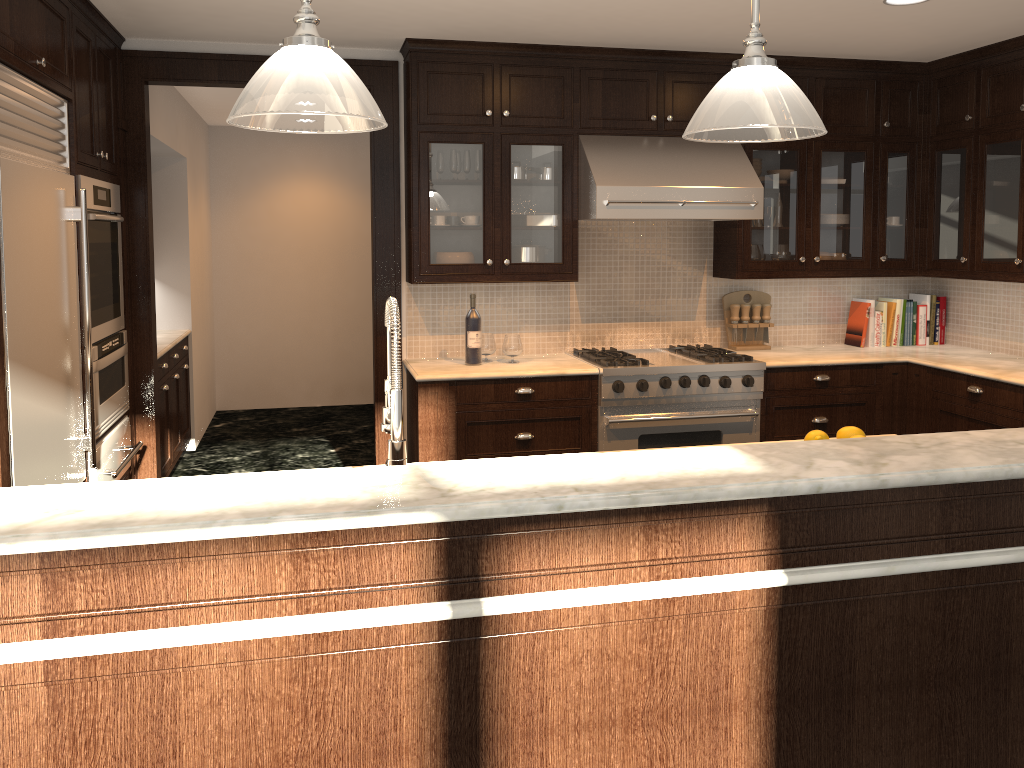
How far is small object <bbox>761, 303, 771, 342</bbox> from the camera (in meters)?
5.22

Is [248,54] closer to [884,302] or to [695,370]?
[695,370]

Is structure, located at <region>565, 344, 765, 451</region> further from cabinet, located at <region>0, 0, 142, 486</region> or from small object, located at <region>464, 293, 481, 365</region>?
cabinet, located at <region>0, 0, 142, 486</region>

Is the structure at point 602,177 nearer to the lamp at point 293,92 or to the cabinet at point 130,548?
the lamp at point 293,92

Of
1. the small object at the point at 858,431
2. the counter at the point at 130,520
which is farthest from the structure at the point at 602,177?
the counter at the point at 130,520

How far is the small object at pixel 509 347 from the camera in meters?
4.7 m

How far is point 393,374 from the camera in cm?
203

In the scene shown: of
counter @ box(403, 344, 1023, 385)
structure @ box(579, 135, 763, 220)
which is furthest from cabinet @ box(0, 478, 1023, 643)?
structure @ box(579, 135, 763, 220)

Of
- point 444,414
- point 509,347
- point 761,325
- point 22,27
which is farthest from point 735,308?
point 22,27

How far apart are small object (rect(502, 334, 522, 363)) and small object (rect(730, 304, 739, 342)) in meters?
1.4 m
